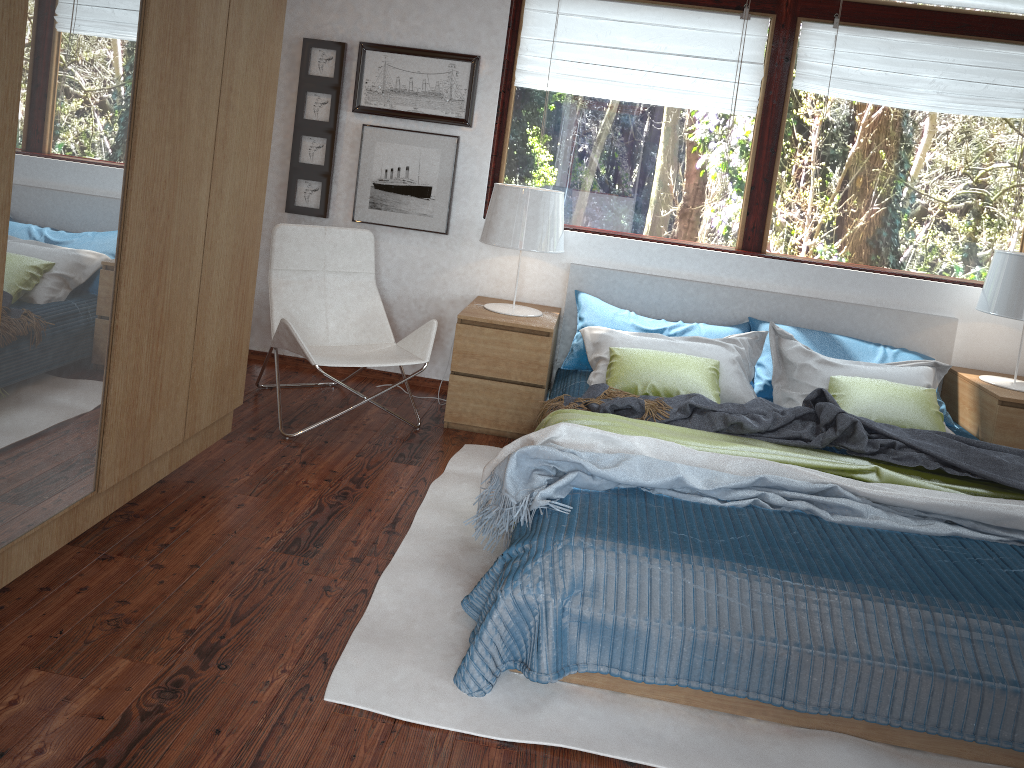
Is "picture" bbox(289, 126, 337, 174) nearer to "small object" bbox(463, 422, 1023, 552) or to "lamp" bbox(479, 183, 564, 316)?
"lamp" bbox(479, 183, 564, 316)

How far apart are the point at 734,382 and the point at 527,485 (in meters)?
1.51

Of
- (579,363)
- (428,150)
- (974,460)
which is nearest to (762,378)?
(579,363)

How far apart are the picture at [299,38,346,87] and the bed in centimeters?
148cm

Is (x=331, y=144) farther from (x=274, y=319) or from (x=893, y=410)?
(x=893, y=410)

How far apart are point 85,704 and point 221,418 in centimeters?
134cm

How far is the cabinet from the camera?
1.8 meters

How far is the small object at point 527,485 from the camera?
2.57m

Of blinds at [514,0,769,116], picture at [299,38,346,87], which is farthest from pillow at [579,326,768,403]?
picture at [299,38,346,87]

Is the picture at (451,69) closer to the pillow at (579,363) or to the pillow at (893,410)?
the pillow at (579,363)
